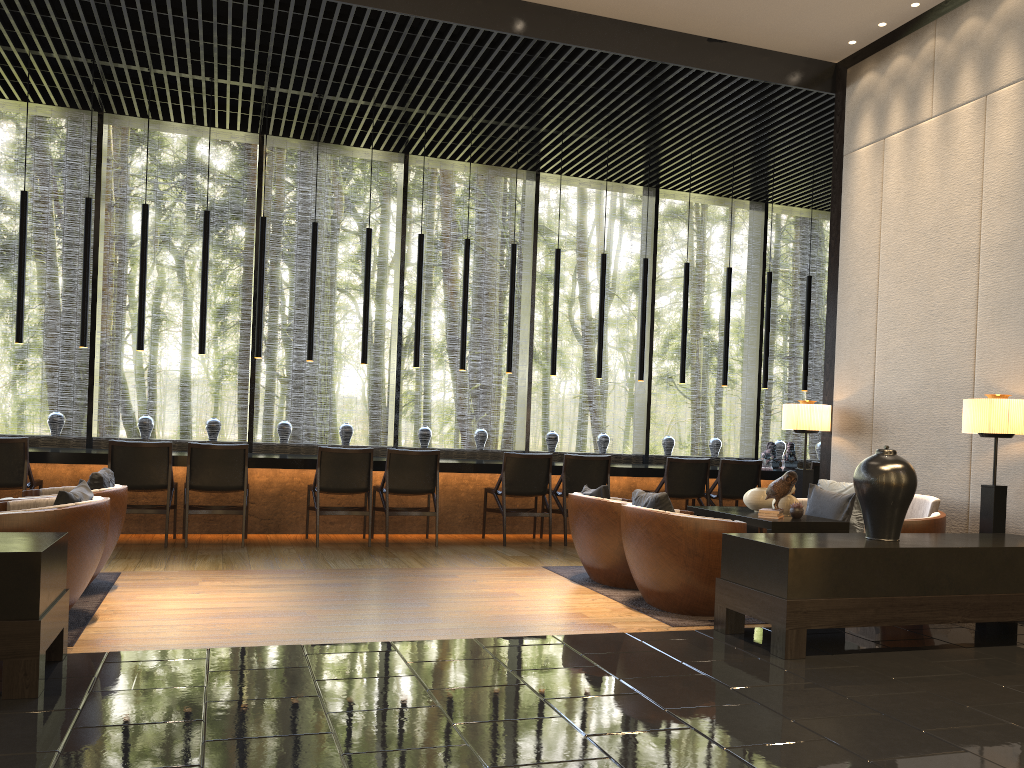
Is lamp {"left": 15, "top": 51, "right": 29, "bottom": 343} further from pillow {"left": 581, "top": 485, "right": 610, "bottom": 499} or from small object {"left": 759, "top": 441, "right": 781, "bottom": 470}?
small object {"left": 759, "top": 441, "right": 781, "bottom": 470}

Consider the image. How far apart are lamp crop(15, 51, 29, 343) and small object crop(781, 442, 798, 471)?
7.4m

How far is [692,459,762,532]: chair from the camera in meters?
8.5 m

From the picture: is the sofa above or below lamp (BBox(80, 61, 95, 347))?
below

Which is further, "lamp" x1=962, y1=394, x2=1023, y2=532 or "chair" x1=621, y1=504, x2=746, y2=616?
"lamp" x1=962, y1=394, x2=1023, y2=532

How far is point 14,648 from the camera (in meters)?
3.06

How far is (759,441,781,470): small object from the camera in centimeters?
925cm

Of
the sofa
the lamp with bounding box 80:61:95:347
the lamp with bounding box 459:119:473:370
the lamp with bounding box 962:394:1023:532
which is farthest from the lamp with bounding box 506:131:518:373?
the lamp with bounding box 962:394:1023:532

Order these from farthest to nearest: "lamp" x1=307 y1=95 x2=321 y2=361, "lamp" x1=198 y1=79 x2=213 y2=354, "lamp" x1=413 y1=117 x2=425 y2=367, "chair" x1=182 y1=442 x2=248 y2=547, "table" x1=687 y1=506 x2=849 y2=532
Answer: "lamp" x1=413 y1=117 x2=425 y2=367, "lamp" x1=307 y1=95 x2=321 y2=361, "lamp" x1=198 y1=79 x2=213 y2=354, "chair" x1=182 y1=442 x2=248 y2=547, "table" x1=687 y1=506 x2=849 y2=532

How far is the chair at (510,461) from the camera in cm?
782
